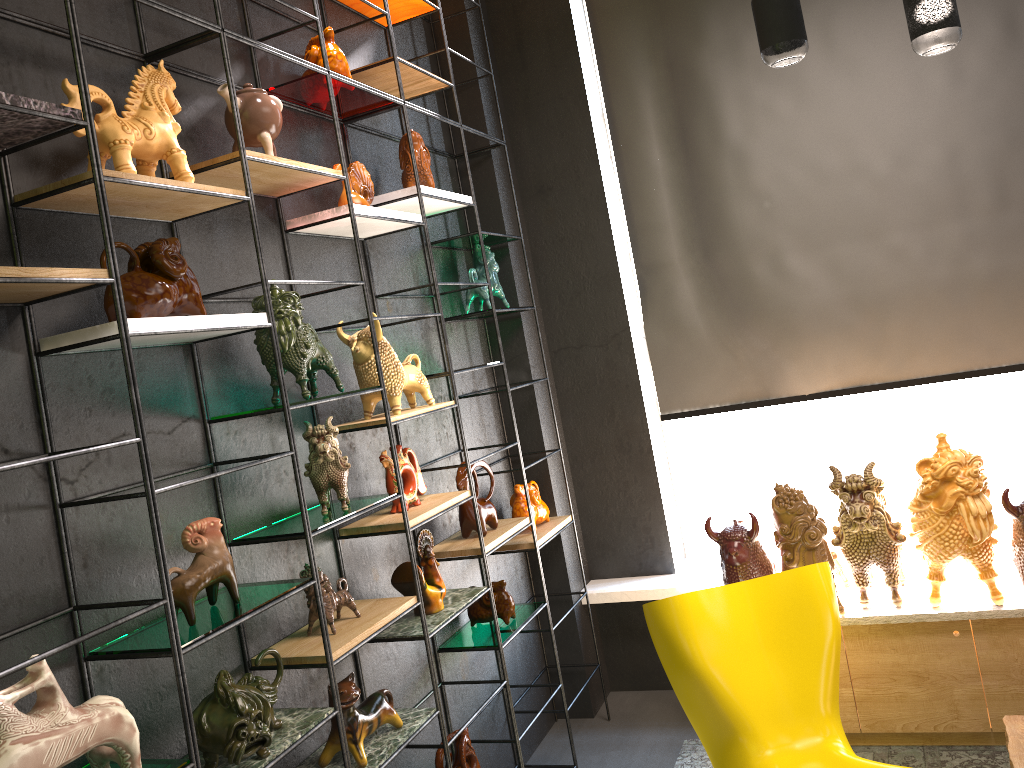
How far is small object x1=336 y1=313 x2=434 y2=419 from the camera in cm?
290

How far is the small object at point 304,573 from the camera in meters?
2.5 m

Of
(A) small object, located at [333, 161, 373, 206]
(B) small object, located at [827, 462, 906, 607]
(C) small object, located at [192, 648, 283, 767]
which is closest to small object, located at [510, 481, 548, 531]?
(B) small object, located at [827, 462, 906, 607]

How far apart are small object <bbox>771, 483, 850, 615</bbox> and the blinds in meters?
0.6 m

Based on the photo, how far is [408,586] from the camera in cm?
297

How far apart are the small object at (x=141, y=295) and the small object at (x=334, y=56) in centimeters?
106cm

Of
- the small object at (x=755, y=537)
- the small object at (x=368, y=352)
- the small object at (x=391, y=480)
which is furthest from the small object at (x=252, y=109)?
the small object at (x=755, y=537)

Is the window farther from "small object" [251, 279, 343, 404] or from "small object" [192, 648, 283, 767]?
"small object" [192, 648, 283, 767]

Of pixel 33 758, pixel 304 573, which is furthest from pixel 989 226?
pixel 33 758

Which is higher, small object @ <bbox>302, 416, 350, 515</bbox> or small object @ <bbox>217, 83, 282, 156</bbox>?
small object @ <bbox>217, 83, 282, 156</bbox>
